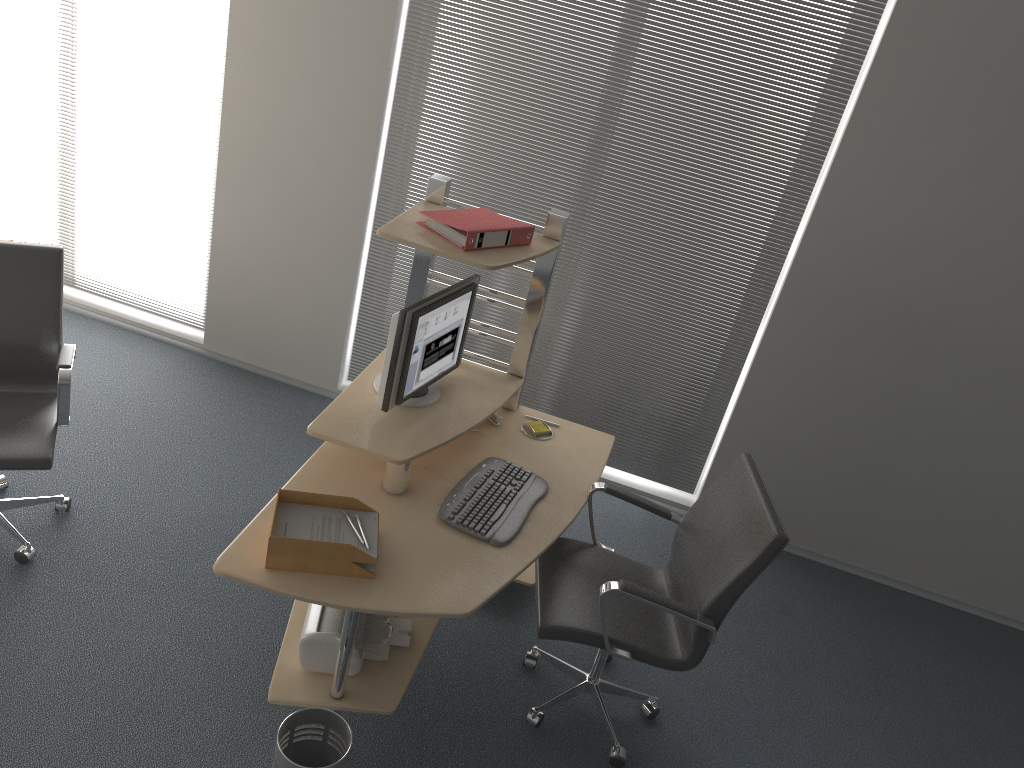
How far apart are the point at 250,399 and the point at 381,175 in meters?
1.3 m

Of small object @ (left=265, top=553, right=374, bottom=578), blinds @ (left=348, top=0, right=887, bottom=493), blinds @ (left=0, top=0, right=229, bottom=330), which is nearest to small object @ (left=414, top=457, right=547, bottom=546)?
small object @ (left=265, top=553, right=374, bottom=578)

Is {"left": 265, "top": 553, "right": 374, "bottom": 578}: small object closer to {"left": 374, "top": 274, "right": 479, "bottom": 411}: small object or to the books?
{"left": 374, "top": 274, "right": 479, "bottom": 411}: small object

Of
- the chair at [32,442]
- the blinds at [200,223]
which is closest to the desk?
the chair at [32,442]

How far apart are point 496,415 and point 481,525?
0.70m

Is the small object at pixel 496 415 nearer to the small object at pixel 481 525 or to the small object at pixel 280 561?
the small object at pixel 481 525

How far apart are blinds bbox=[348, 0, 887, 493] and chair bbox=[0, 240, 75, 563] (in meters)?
1.57

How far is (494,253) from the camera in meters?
3.0

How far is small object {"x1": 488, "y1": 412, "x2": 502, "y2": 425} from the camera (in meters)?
3.47

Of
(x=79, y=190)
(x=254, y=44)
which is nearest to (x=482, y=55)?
(x=254, y=44)
